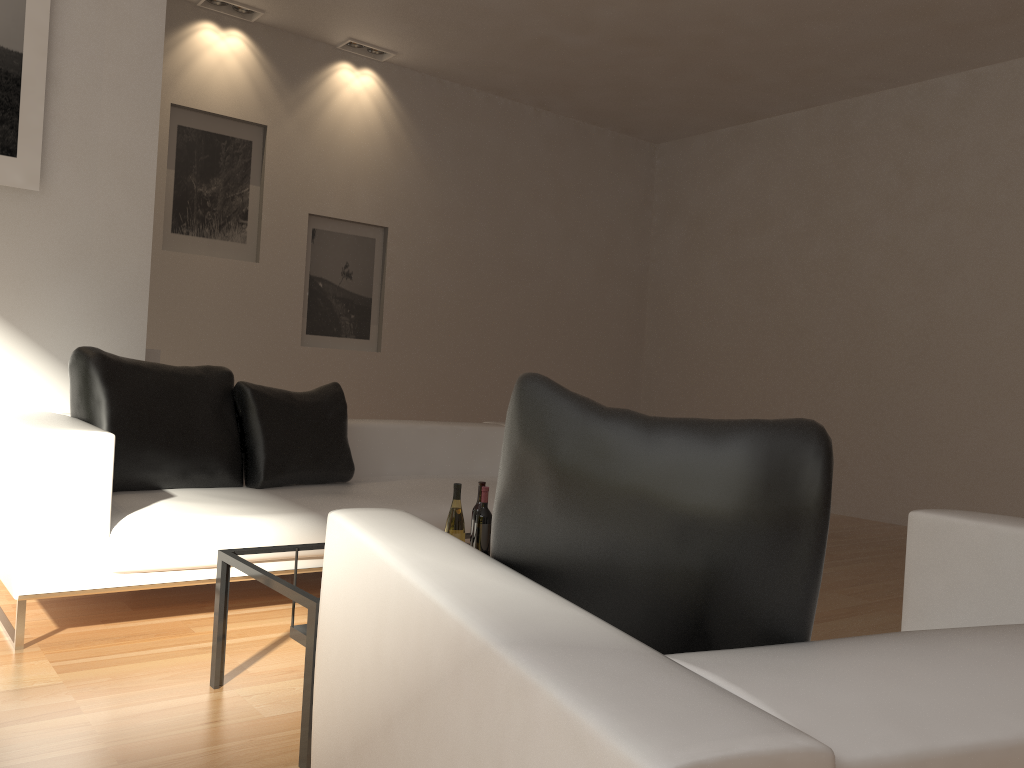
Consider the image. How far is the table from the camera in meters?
2.2 m

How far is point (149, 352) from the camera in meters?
4.9

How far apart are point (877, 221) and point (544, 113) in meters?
3.4

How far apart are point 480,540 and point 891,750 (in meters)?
2.14

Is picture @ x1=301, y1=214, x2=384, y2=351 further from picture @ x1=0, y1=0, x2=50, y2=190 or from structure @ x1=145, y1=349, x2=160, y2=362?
picture @ x1=0, y1=0, x2=50, y2=190

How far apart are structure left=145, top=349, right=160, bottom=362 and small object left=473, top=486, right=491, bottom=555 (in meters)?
2.90

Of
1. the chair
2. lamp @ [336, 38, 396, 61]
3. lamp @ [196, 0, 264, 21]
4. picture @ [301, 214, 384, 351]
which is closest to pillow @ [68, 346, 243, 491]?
the chair

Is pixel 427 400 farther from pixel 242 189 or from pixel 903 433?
pixel 903 433

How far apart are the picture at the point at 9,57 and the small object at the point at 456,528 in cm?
275

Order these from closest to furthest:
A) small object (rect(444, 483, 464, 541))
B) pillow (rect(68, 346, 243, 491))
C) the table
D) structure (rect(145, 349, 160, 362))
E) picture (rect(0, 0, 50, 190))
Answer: the table
small object (rect(444, 483, 464, 541))
pillow (rect(68, 346, 243, 491))
picture (rect(0, 0, 50, 190))
structure (rect(145, 349, 160, 362))
